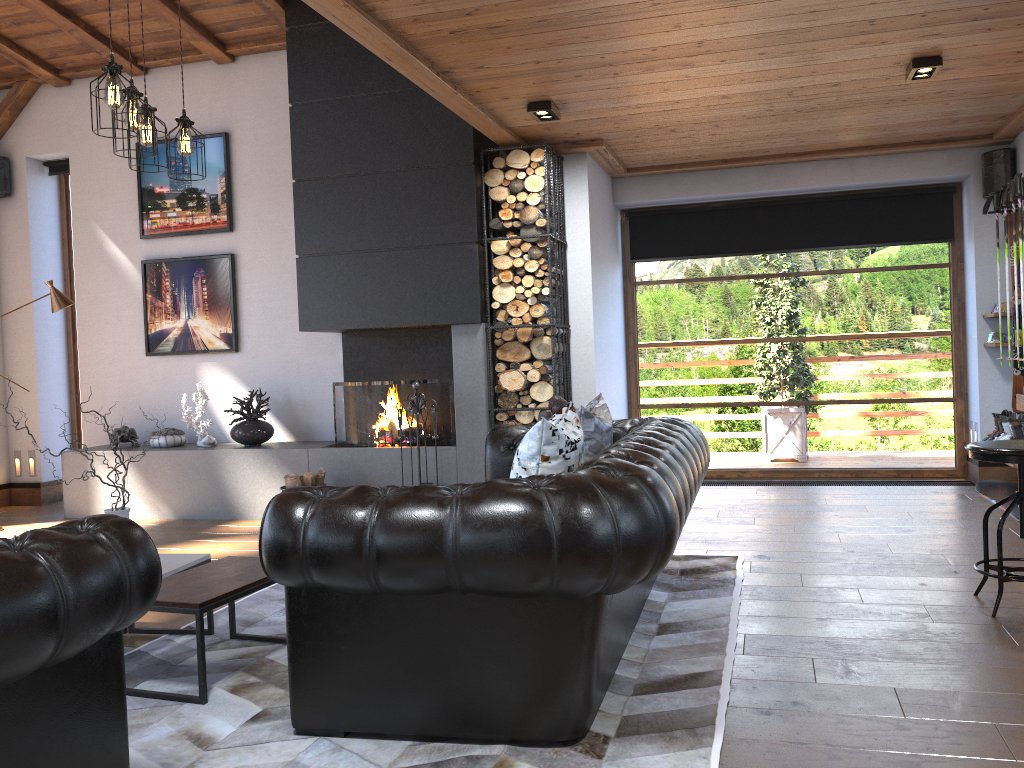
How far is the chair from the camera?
3.6m

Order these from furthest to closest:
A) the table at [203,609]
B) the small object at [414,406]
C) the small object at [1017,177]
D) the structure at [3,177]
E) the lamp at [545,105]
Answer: the structure at [3,177] → the small object at [414,406] → the small object at [1017,177] → the lamp at [545,105] → the table at [203,609]

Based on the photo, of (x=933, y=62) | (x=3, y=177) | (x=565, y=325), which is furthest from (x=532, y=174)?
(x=3, y=177)

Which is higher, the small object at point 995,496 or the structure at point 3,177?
the structure at point 3,177

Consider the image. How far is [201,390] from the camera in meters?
7.0

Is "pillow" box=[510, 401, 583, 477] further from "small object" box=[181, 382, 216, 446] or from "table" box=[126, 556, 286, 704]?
"small object" box=[181, 382, 216, 446]

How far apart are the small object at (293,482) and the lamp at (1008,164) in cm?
536

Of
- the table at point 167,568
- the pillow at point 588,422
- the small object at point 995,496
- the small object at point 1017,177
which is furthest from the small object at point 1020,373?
the table at point 167,568

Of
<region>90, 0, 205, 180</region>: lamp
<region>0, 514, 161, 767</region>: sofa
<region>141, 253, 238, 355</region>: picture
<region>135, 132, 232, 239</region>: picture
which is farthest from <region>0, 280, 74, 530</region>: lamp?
<region>0, 514, 161, 767</region>: sofa

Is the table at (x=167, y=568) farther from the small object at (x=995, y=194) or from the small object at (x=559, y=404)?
the small object at (x=995, y=194)
